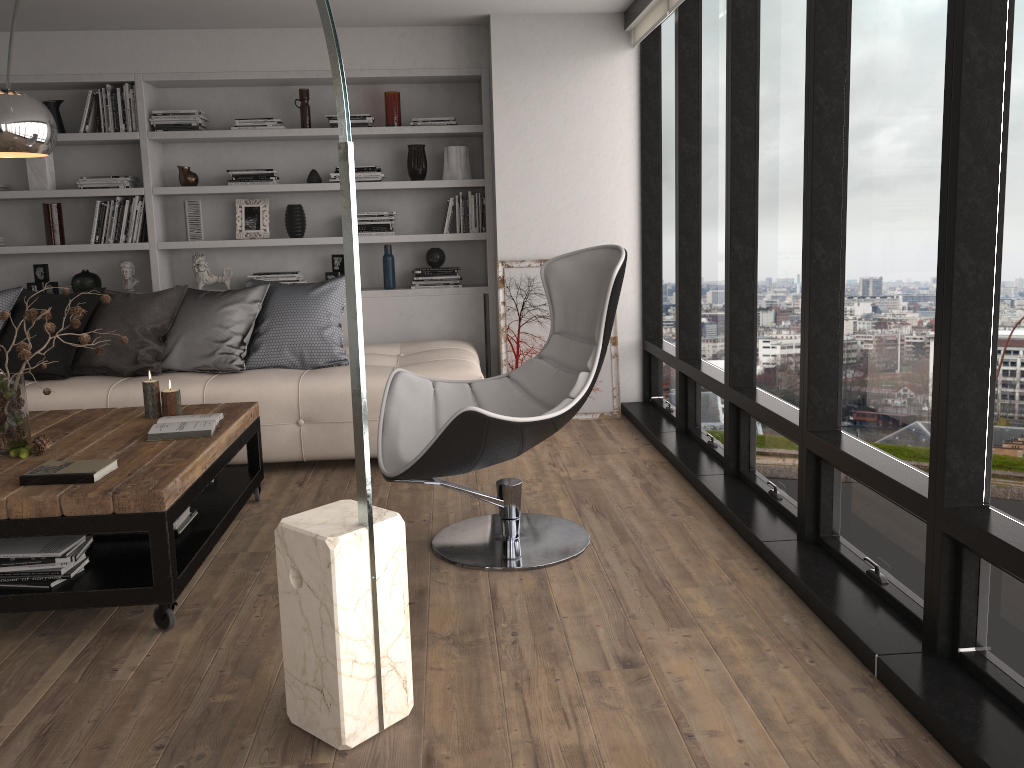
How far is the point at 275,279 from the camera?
5.7m

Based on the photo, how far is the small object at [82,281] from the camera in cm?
561

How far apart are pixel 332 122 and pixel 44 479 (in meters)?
3.45

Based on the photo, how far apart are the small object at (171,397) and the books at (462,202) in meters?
2.5 m

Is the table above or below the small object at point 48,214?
below

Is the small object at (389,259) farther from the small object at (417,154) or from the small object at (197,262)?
the small object at (197,262)

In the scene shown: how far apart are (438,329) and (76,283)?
2.30m

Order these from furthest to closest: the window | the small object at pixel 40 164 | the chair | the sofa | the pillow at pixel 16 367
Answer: the small object at pixel 40 164
the pillow at pixel 16 367
the sofa
the chair
the window

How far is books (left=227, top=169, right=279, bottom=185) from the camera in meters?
5.6

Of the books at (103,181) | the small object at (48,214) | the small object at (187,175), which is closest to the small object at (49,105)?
the books at (103,181)
